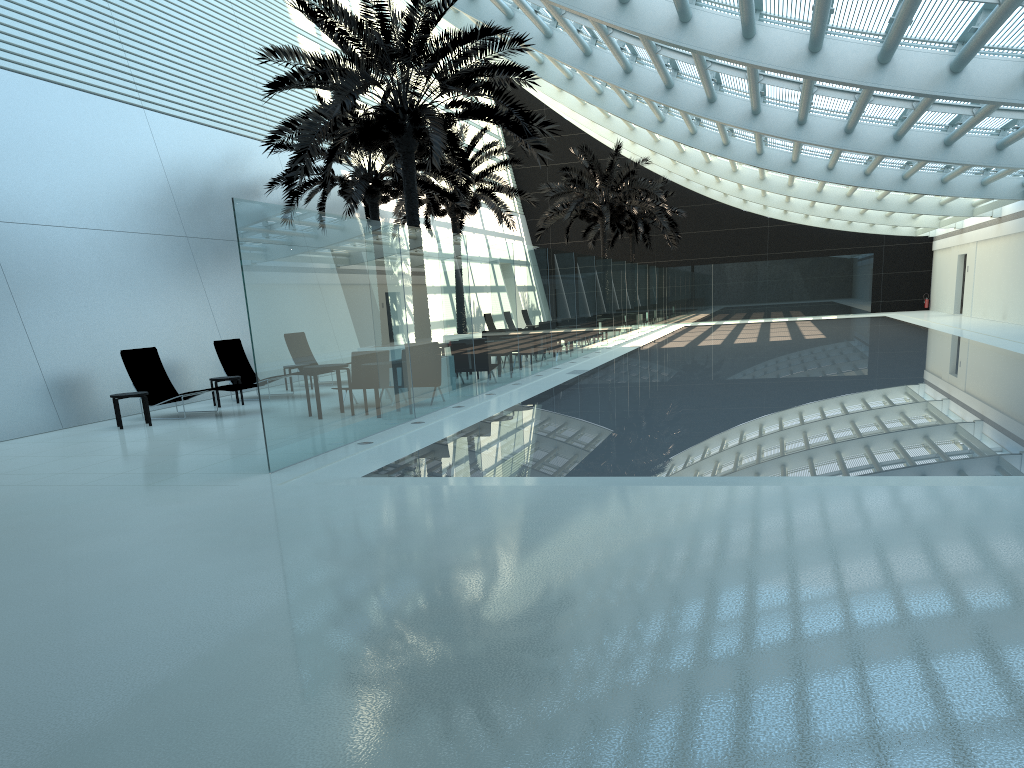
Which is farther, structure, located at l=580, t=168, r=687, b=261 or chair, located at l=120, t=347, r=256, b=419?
structure, located at l=580, t=168, r=687, b=261

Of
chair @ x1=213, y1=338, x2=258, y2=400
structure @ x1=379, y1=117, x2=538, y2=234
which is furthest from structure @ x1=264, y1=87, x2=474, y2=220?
chair @ x1=213, y1=338, x2=258, y2=400

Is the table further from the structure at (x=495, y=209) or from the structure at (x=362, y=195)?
the structure at (x=495, y=209)

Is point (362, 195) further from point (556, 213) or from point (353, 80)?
point (556, 213)

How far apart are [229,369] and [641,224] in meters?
26.7 m

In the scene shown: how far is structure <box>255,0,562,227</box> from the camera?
14.0m

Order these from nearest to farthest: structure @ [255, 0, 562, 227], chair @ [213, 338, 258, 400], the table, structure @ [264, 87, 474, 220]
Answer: the table, structure @ [255, 0, 562, 227], chair @ [213, 338, 258, 400], structure @ [264, 87, 474, 220]

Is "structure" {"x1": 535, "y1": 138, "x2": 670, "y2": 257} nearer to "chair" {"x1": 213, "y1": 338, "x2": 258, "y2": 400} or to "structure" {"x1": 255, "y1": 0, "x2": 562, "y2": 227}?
"structure" {"x1": 255, "y1": 0, "x2": 562, "y2": 227}

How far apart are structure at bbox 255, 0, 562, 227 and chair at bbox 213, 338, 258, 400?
3.7 meters

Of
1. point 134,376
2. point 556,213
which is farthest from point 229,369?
point 556,213
